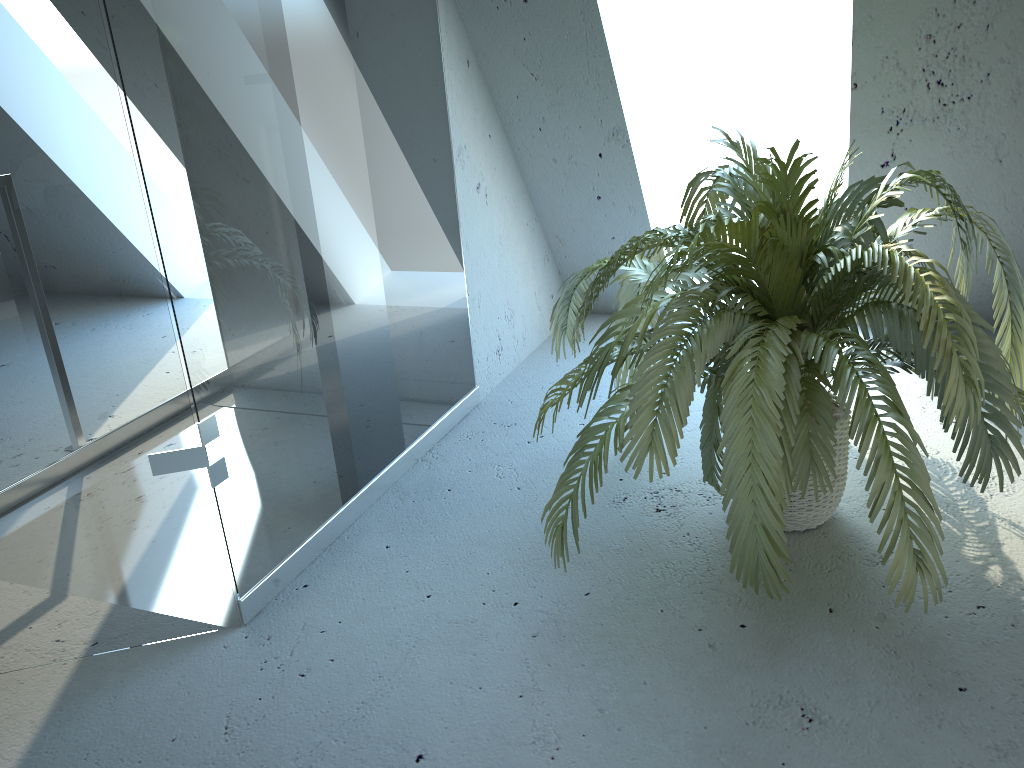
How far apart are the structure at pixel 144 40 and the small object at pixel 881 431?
0.4 meters

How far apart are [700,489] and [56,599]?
1.48m

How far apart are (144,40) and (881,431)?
1.4m

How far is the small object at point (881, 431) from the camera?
1.6 meters

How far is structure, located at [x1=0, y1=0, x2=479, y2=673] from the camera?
1.5m

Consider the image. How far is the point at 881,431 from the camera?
1.6 meters

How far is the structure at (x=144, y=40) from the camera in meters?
1.5 m

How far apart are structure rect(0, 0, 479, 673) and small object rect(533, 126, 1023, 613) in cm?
42

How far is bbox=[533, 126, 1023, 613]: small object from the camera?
1.56m
